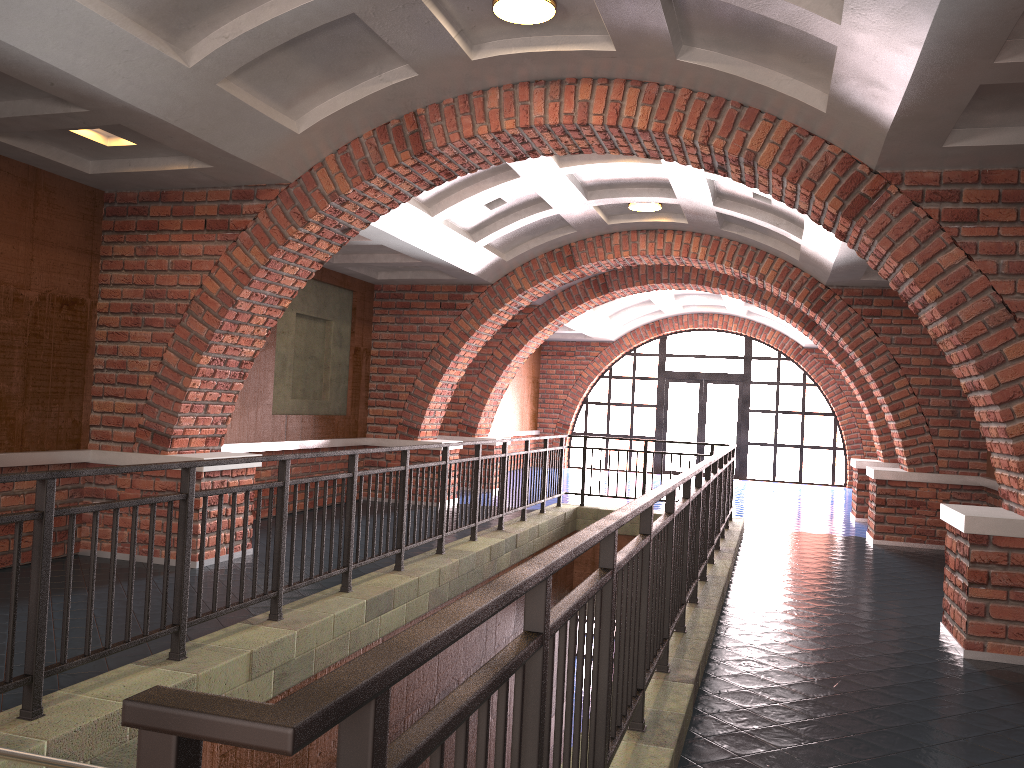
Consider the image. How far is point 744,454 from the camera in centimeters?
2006cm

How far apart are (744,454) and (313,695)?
19.9m

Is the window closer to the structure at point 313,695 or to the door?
the door

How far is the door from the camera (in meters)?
20.35

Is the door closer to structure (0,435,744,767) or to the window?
the window

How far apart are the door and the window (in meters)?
0.16

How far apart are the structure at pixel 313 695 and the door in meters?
9.5

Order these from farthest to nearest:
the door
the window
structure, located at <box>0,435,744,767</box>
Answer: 1. the door
2. the window
3. structure, located at <box>0,435,744,767</box>

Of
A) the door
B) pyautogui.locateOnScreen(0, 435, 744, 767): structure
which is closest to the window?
the door

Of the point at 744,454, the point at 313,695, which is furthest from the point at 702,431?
the point at 313,695
